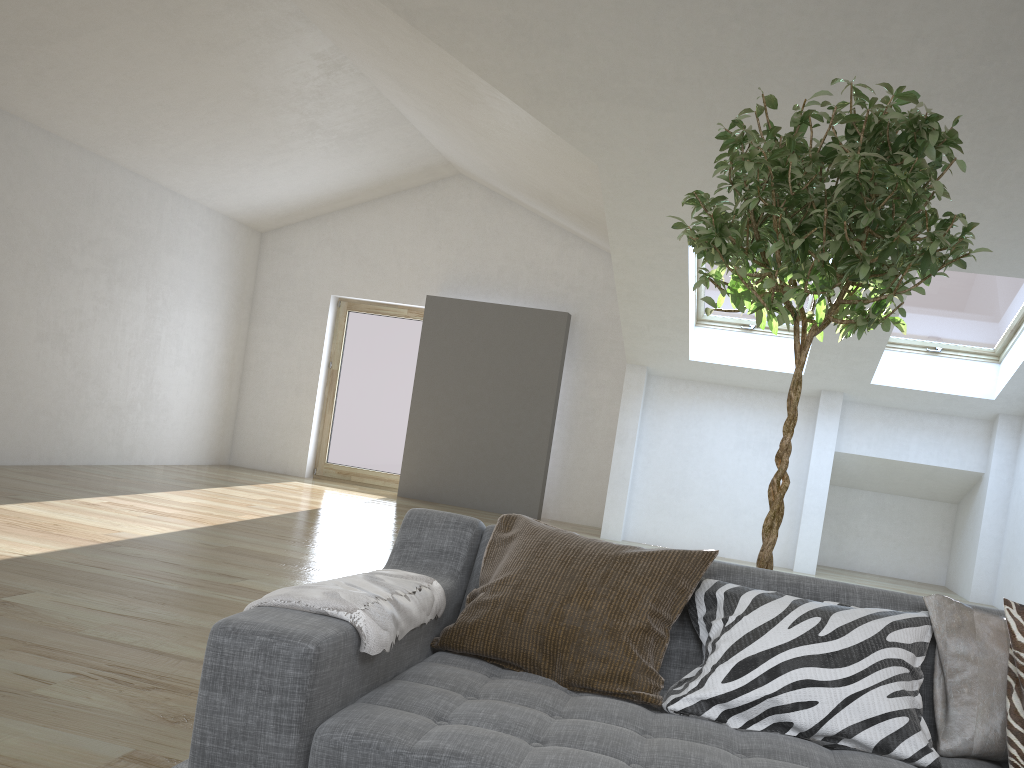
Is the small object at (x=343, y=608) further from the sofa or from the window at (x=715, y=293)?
the window at (x=715, y=293)

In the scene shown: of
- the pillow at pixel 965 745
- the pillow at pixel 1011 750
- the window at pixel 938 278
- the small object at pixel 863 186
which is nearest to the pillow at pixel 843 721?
the pillow at pixel 965 745

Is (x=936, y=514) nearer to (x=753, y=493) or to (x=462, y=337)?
(x=753, y=493)

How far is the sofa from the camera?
1.46m

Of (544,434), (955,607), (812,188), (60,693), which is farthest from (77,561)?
(544,434)

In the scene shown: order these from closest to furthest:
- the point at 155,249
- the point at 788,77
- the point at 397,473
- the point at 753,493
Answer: the point at 788,77, the point at 753,493, the point at 155,249, the point at 397,473

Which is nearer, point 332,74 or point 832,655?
point 832,655

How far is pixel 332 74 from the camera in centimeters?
732cm

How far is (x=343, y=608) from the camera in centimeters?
160cm

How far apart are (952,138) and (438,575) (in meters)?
1.68
